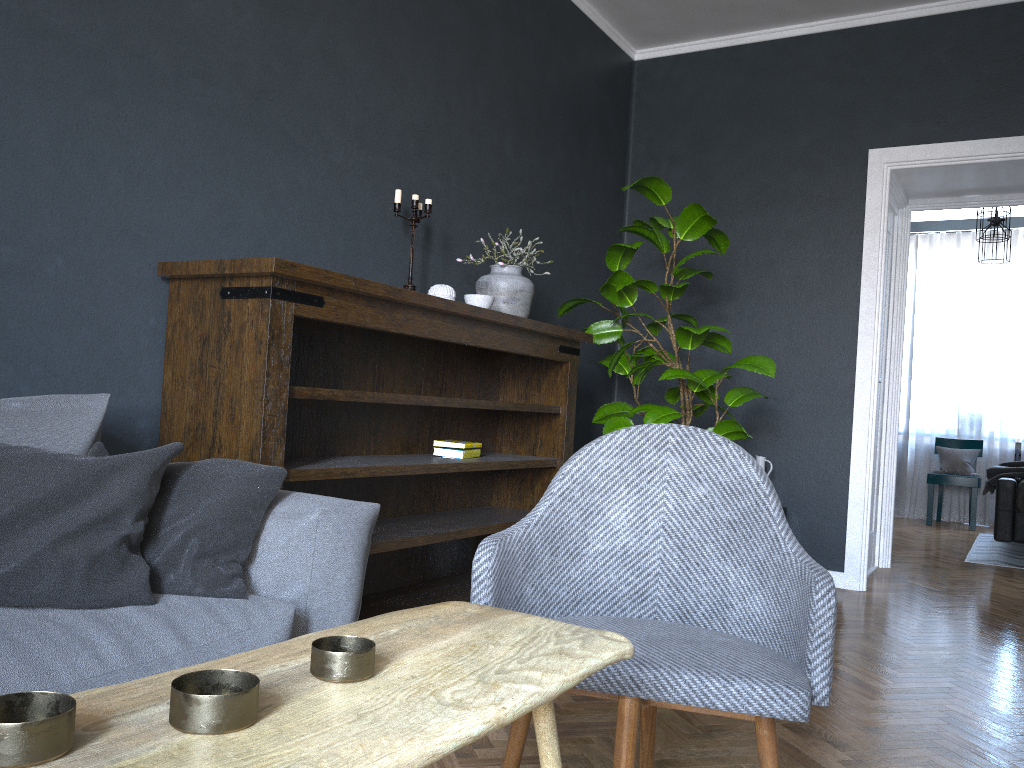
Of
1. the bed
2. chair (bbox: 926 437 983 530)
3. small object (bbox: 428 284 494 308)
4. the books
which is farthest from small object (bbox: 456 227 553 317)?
chair (bbox: 926 437 983 530)

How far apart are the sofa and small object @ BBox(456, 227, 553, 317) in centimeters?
168cm

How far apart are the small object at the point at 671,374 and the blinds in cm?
522

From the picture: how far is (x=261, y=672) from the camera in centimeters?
87cm

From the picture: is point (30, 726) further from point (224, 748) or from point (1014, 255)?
point (1014, 255)

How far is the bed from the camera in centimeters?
573cm

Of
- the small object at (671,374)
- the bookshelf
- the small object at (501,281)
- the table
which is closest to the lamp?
the small object at (671,374)

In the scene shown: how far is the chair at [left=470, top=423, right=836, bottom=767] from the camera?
1.48m

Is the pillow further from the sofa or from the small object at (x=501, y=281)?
the small object at (x=501, y=281)

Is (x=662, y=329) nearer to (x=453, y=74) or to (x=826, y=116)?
(x=826, y=116)
